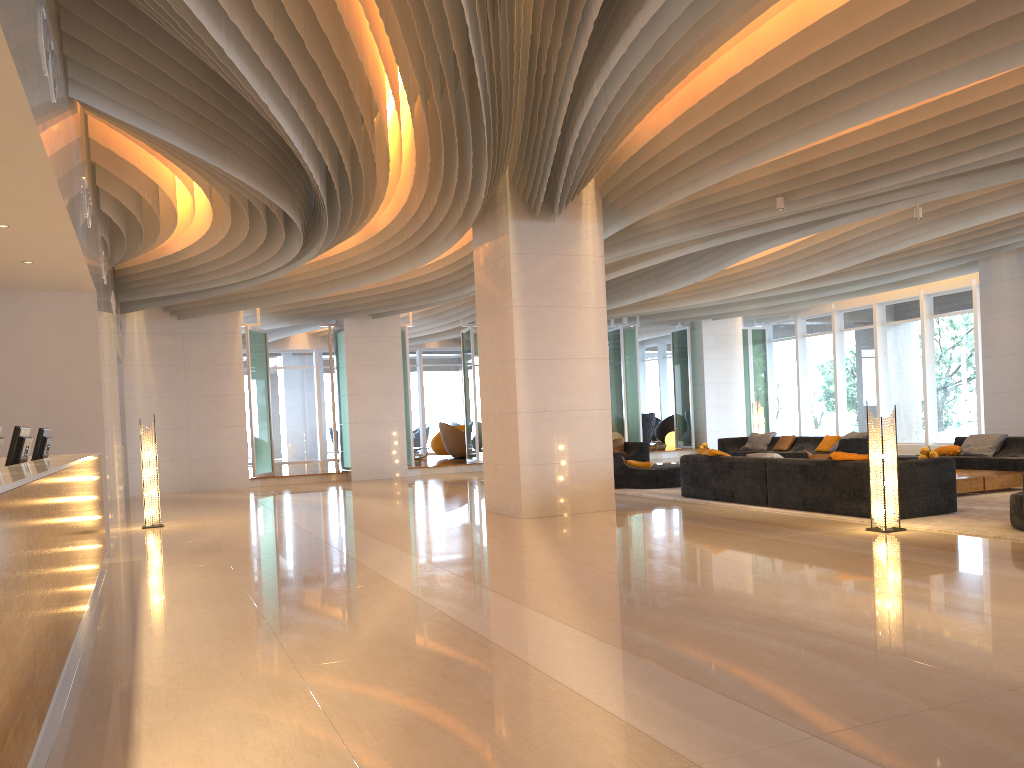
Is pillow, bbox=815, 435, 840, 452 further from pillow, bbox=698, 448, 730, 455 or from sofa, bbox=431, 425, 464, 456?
sofa, bbox=431, 425, 464, 456

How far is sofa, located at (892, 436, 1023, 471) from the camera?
12.2 meters

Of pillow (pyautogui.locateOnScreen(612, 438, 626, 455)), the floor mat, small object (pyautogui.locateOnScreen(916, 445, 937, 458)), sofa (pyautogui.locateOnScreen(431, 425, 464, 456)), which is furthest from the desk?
sofa (pyautogui.locateOnScreen(431, 425, 464, 456))

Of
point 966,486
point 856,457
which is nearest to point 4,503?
point 856,457

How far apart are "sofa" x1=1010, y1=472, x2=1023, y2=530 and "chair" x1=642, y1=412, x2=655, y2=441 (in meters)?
18.35

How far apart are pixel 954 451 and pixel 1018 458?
1.2m

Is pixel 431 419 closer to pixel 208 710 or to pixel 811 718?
pixel 208 710

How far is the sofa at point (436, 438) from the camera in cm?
2482

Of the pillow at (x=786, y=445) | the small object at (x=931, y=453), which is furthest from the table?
the pillow at (x=786, y=445)

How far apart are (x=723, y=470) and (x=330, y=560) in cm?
531
